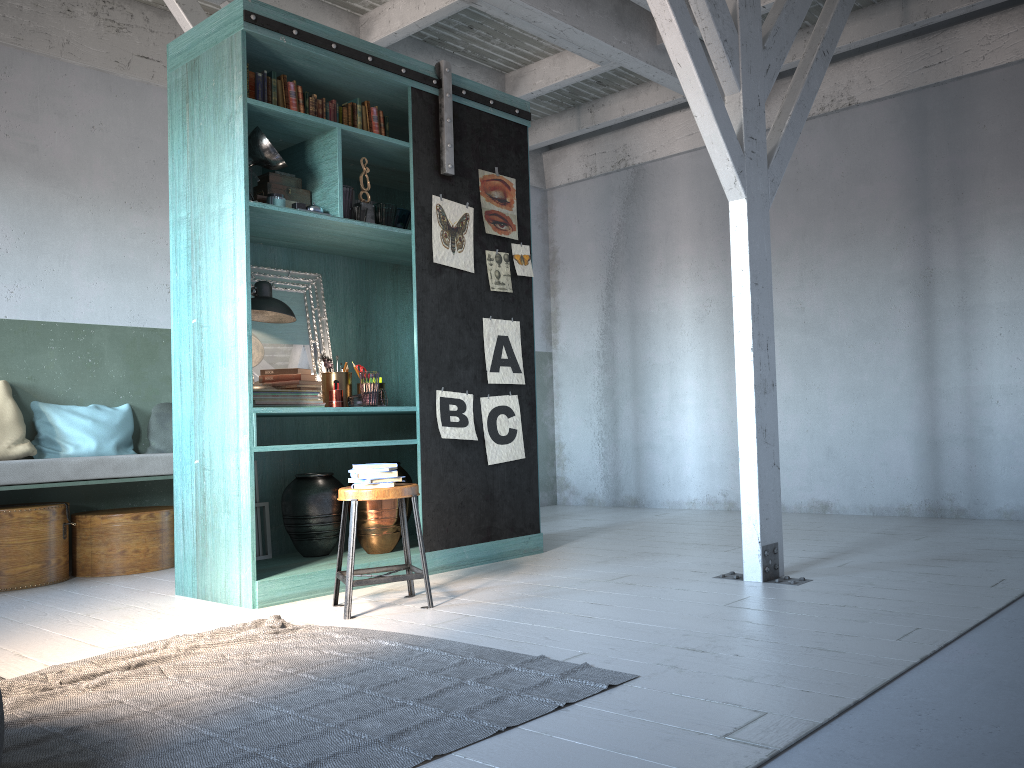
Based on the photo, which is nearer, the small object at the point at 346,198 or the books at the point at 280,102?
the books at the point at 280,102

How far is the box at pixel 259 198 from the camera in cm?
543

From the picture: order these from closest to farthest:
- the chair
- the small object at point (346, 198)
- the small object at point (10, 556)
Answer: the chair < the small object at point (346, 198) < the small object at point (10, 556)

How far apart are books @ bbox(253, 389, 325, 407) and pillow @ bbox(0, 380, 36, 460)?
2.3m

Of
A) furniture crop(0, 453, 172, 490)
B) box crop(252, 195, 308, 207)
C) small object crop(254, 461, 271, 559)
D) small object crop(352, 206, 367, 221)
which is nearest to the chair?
small object crop(254, 461, 271, 559)

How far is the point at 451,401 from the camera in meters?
6.0

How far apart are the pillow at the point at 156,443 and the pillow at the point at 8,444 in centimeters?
89cm

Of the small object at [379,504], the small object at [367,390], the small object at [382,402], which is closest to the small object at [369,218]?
the small object at [367,390]

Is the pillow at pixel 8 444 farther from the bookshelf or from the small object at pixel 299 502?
the small object at pixel 299 502

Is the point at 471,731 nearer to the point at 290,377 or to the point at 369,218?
the point at 290,377
